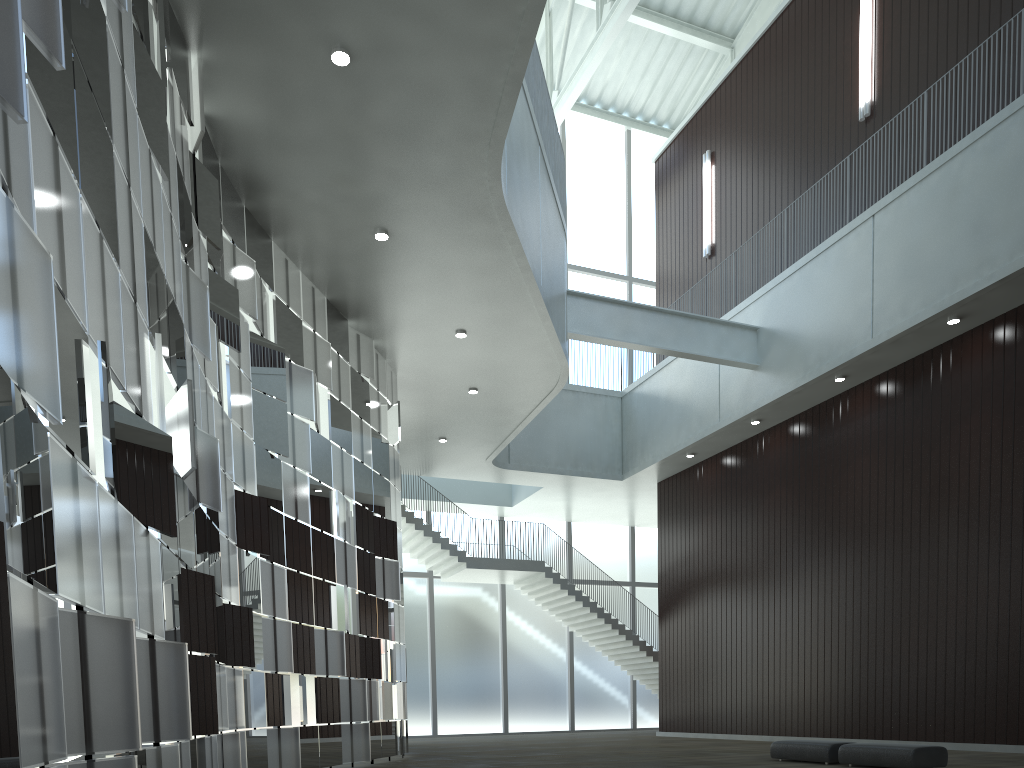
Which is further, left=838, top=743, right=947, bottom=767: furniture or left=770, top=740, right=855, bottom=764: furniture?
left=770, top=740, right=855, bottom=764: furniture

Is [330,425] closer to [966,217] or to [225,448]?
[225,448]

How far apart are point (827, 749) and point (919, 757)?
4.4m

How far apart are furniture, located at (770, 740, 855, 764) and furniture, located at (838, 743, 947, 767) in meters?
0.8 m

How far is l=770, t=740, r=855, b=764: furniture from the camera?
34.1m

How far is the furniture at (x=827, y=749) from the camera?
34.1m

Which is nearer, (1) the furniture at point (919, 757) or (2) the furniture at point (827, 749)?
(1) the furniture at point (919, 757)

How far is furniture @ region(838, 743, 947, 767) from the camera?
30.3 meters

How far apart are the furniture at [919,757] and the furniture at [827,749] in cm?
78
